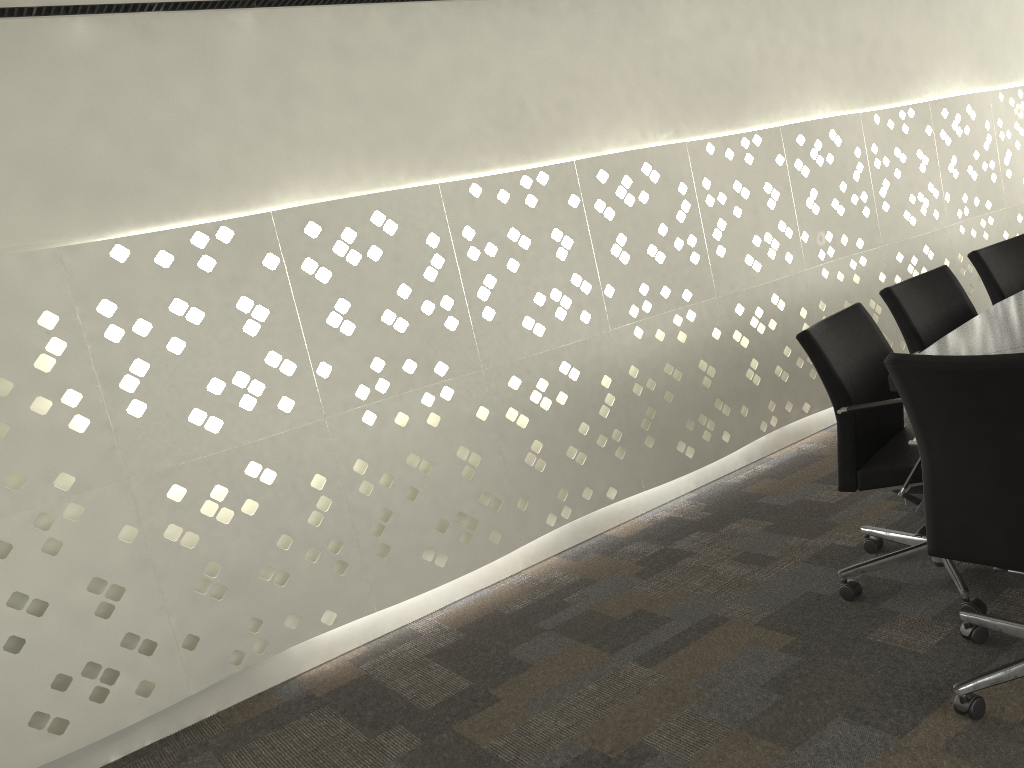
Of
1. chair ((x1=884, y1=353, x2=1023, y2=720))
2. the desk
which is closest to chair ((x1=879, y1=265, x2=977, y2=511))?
the desk

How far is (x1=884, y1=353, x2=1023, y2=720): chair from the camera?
1.6 meters

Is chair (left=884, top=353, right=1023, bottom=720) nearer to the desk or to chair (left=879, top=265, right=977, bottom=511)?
the desk

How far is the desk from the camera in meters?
2.1 m

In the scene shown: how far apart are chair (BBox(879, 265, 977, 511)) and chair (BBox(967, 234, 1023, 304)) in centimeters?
31cm

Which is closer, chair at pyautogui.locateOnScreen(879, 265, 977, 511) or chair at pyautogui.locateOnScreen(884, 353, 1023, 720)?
chair at pyautogui.locateOnScreen(884, 353, 1023, 720)

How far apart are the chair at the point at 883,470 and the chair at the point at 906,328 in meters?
0.2

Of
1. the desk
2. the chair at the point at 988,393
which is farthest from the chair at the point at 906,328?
the chair at the point at 988,393

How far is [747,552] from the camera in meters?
2.9

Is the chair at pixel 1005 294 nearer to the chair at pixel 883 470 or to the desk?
the desk
